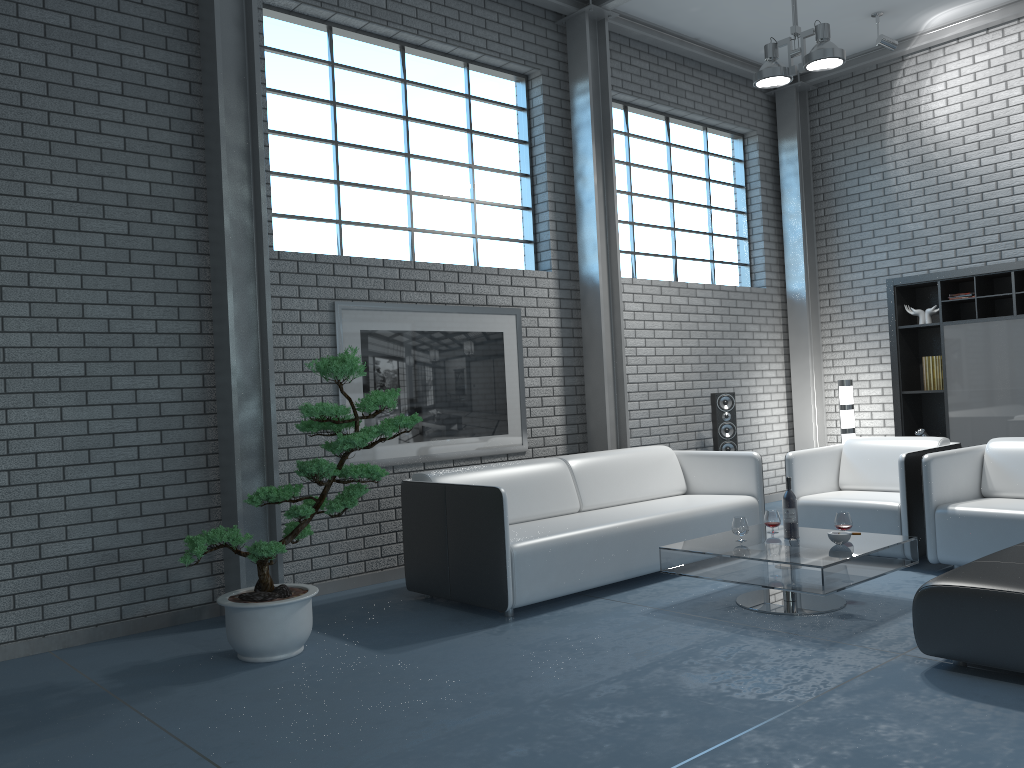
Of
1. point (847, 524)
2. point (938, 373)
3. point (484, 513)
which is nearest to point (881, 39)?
point (938, 373)

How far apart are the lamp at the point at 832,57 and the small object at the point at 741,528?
3.06m

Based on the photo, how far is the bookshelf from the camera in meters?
6.7 m

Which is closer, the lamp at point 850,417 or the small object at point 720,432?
the small object at point 720,432

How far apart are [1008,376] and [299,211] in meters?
5.3

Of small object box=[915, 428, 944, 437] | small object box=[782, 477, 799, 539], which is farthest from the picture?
small object box=[915, 428, 944, 437]

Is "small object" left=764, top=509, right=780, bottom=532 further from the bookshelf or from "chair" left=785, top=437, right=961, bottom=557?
the bookshelf

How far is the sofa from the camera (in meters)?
4.39

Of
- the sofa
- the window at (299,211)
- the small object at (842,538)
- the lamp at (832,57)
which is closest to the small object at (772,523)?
the small object at (842,538)

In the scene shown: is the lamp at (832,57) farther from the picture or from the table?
the table
